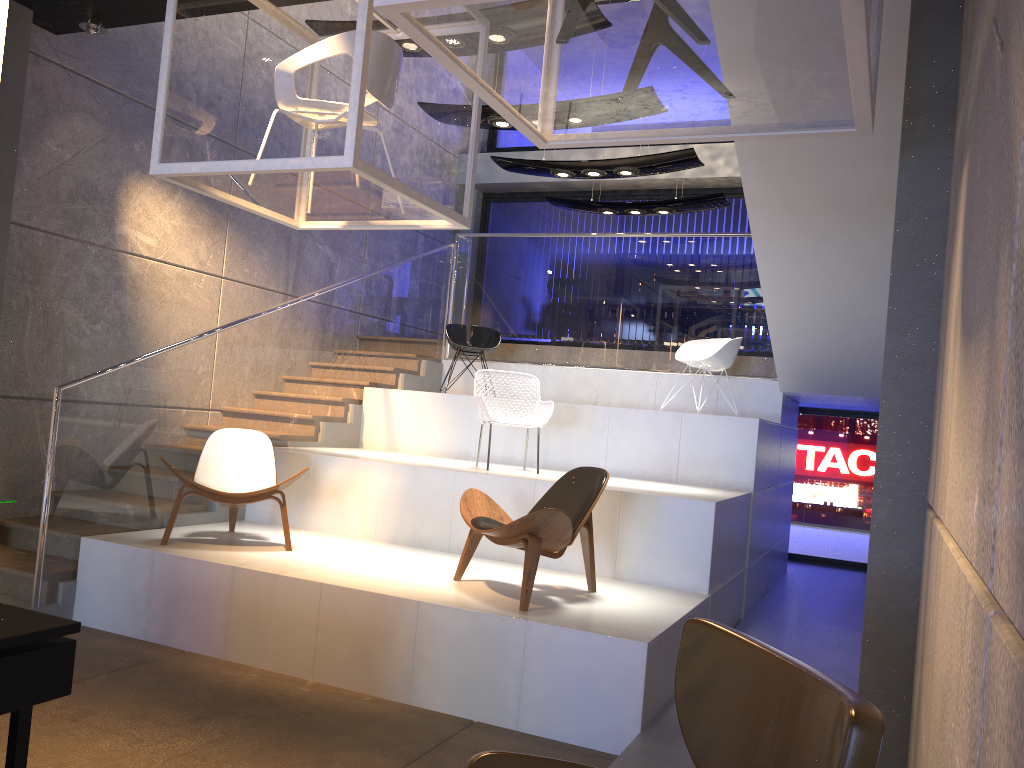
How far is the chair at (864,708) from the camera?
1.6 meters

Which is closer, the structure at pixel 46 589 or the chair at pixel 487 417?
the structure at pixel 46 589

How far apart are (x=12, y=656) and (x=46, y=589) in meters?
3.5 m

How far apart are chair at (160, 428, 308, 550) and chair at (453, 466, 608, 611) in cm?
125

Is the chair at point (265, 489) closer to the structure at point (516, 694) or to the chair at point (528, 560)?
the structure at point (516, 694)

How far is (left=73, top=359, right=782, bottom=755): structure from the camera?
4.4 meters

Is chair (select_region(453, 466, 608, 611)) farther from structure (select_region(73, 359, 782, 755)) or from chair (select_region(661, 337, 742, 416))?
chair (select_region(661, 337, 742, 416))

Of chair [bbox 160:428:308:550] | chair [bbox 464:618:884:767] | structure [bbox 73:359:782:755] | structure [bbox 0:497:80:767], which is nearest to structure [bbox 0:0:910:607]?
structure [bbox 73:359:782:755]

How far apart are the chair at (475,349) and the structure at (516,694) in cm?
47

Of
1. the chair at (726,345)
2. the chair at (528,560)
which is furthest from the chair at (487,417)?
the chair at (726,345)
